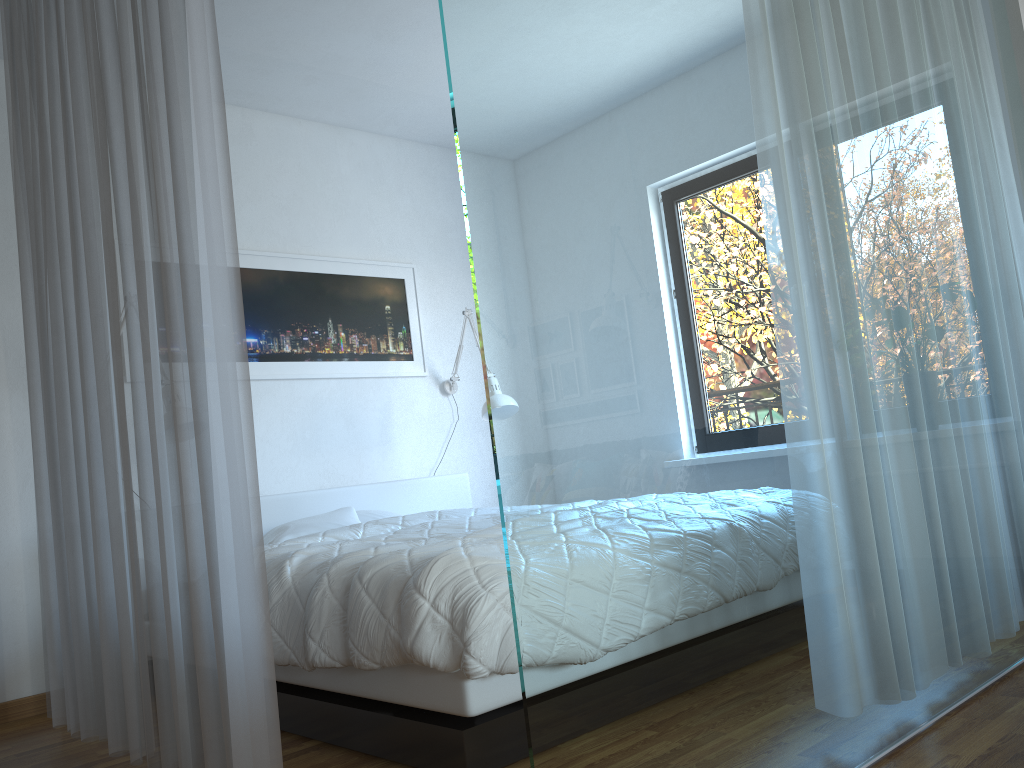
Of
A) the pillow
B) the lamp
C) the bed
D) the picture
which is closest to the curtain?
the bed

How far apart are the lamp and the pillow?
0.8m

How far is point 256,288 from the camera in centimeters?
452cm

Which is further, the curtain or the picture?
the picture

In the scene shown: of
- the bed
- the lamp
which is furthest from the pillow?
the lamp

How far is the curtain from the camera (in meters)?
1.96

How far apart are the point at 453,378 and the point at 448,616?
3.14m

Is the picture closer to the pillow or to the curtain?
the pillow

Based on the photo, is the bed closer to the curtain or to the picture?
the curtain

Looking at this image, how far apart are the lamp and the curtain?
2.15m
